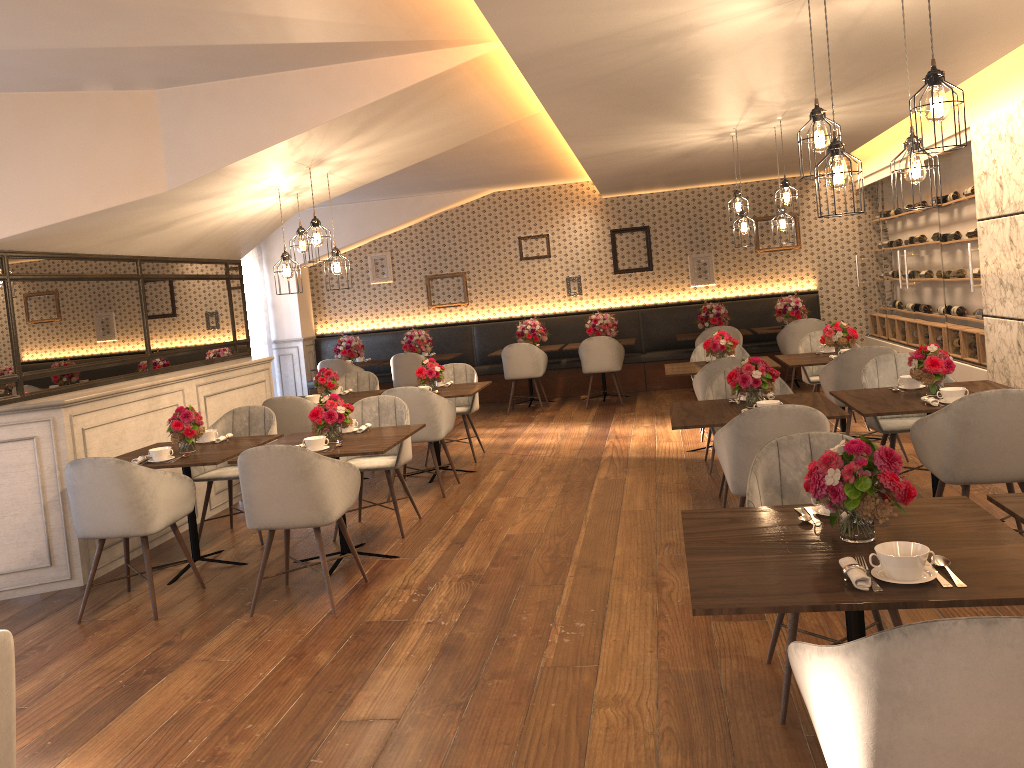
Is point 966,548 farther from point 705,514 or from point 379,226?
point 379,226

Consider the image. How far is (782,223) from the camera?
7.2 meters

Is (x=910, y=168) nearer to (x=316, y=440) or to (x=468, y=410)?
(x=316, y=440)

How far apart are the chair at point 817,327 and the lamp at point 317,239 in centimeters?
614cm

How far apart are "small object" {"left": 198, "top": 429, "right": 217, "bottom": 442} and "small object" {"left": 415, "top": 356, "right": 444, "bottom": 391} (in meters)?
2.06

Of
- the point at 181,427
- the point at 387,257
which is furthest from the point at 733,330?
the point at 181,427

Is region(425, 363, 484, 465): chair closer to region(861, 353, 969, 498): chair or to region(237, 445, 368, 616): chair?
region(237, 445, 368, 616): chair

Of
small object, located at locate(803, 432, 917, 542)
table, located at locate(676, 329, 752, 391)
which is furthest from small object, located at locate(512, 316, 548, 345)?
small object, located at locate(803, 432, 917, 542)

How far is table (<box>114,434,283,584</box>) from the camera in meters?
5.0 m

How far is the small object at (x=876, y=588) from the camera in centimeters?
213cm
